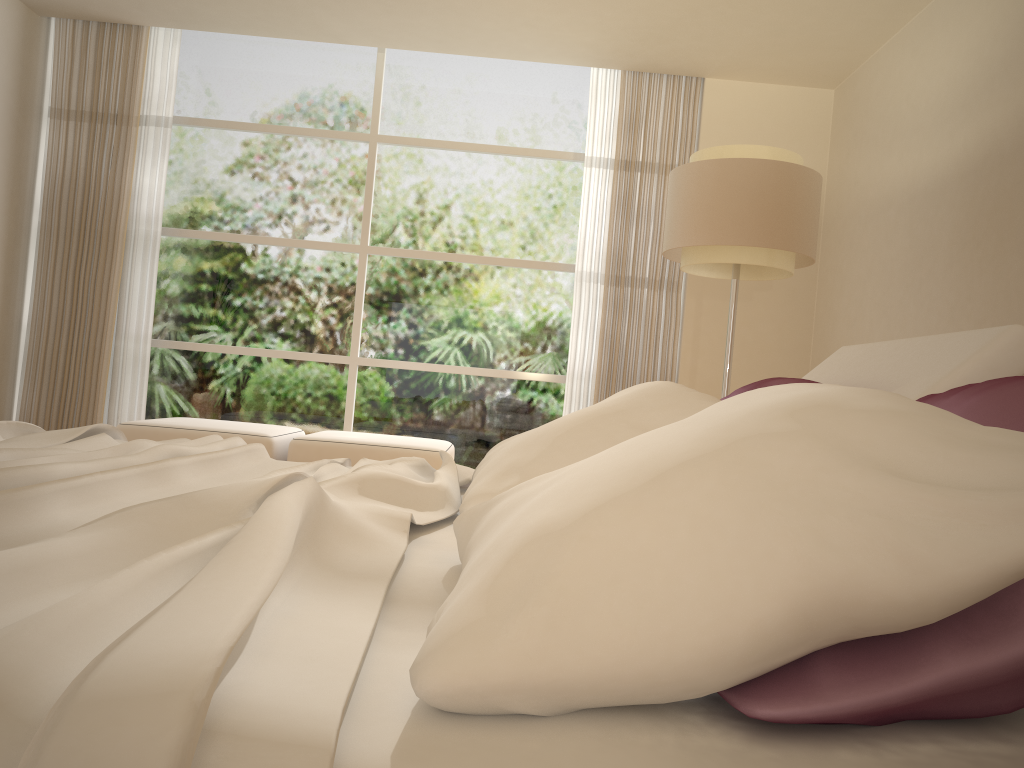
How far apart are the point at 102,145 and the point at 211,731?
6.65m

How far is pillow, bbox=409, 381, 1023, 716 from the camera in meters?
0.7 m

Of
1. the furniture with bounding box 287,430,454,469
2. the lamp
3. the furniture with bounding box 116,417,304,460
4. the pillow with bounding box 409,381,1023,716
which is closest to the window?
the furniture with bounding box 116,417,304,460

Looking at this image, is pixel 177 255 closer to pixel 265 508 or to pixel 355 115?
pixel 355 115

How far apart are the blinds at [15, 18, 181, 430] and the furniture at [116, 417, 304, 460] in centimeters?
98cm

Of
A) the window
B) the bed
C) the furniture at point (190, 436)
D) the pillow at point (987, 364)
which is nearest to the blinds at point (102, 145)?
the window

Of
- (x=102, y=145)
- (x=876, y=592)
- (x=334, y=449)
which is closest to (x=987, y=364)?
(x=876, y=592)

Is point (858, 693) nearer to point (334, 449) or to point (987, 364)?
point (987, 364)

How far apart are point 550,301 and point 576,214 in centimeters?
69cm

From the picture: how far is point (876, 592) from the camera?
0.69m
